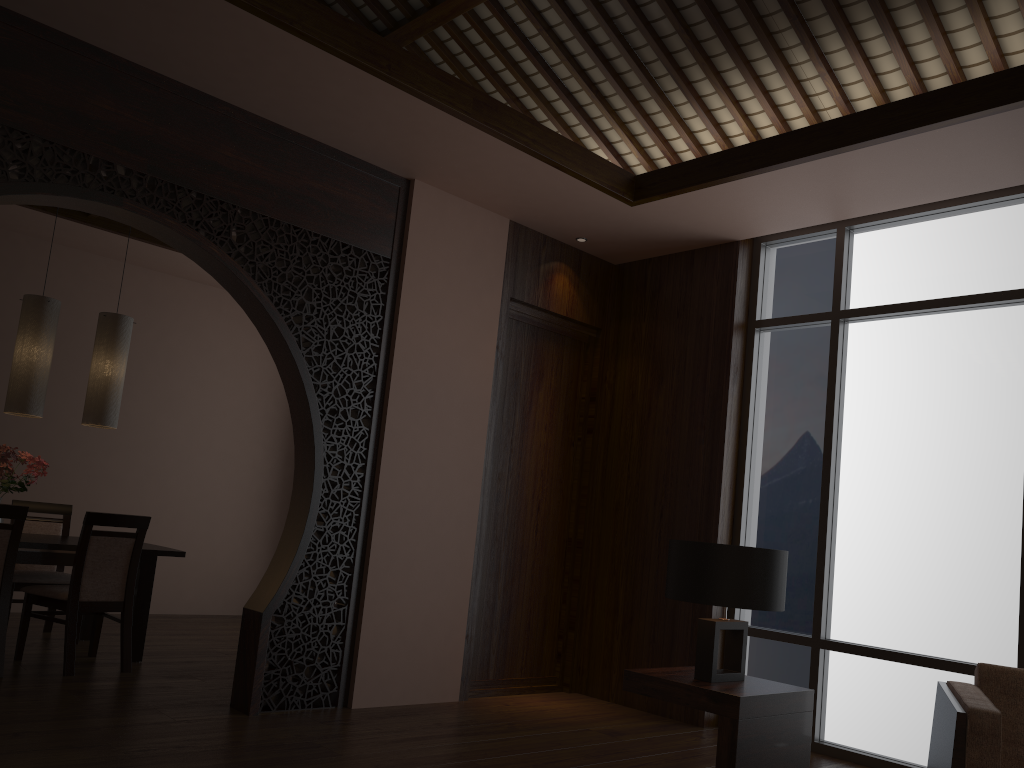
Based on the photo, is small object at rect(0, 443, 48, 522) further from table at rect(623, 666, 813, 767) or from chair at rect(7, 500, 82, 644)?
table at rect(623, 666, 813, 767)

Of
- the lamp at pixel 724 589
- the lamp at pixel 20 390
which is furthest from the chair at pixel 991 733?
the lamp at pixel 20 390

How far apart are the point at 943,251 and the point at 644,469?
2.07m

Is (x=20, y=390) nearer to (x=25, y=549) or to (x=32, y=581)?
(x=25, y=549)

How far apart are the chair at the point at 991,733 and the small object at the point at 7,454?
4.7 meters

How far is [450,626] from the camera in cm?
487

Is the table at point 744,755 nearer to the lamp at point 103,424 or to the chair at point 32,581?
the lamp at point 103,424

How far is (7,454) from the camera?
4.9 meters

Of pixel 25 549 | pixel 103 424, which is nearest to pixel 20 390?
pixel 103 424

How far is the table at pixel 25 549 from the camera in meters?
4.7 m
